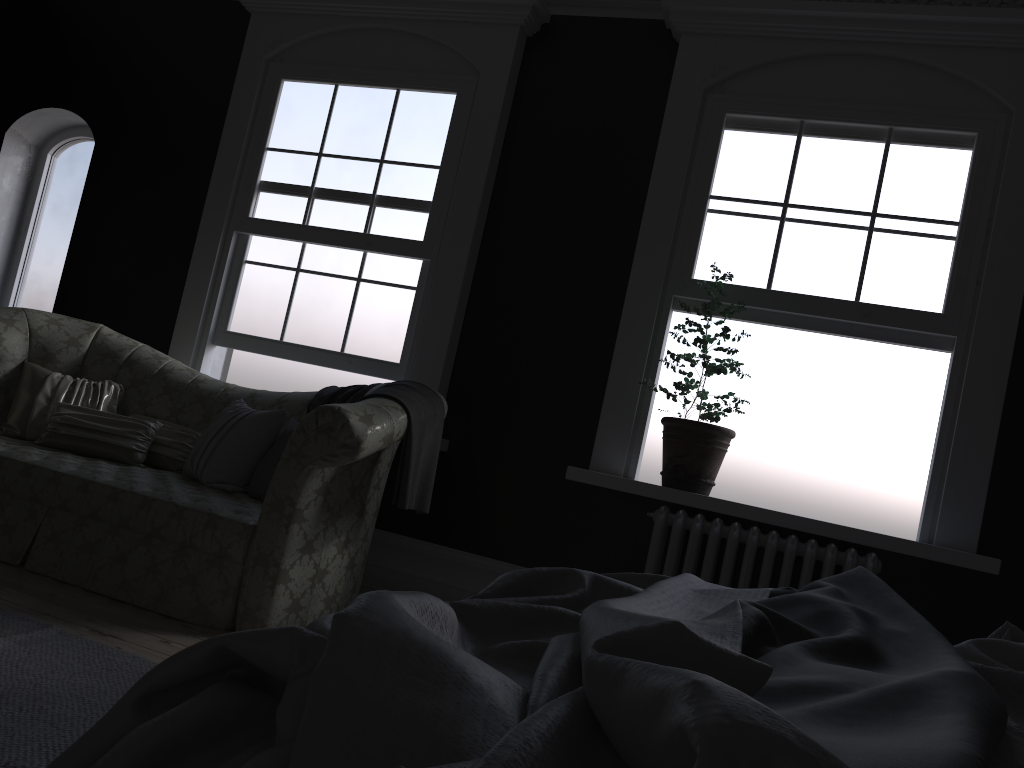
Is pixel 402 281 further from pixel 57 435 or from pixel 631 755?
pixel 631 755

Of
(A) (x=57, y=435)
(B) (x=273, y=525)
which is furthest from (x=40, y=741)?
(A) (x=57, y=435)

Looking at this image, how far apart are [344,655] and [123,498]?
3.3 meters

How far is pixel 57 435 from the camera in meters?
4.3 m

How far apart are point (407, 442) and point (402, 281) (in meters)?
1.81

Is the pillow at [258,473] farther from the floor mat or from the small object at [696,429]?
the small object at [696,429]

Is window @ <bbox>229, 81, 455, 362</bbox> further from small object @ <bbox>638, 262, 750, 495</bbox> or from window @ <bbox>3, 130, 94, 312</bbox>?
window @ <bbox>3, 130, 94, 312</bbox>

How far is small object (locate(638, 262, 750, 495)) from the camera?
4.29m

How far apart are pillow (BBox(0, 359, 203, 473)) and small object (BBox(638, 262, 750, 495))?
2.4 meters

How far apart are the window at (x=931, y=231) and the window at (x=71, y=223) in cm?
466
